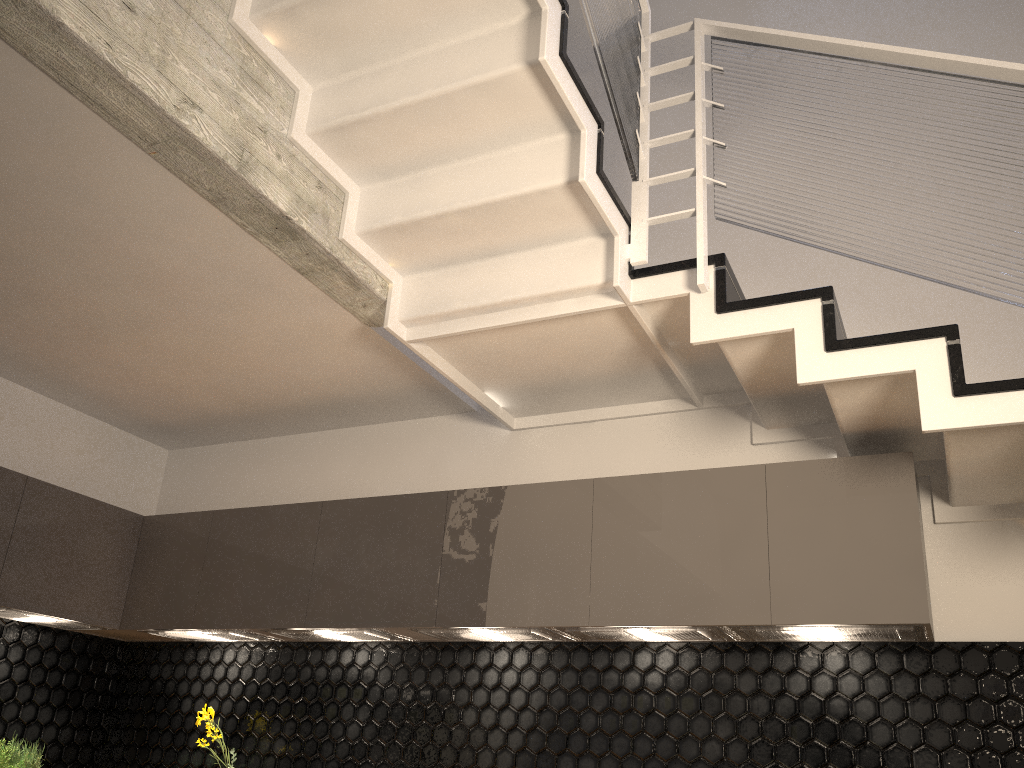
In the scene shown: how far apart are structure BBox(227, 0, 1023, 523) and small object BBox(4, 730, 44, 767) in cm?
234

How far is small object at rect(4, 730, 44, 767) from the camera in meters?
3.6

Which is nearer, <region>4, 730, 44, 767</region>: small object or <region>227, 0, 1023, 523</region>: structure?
<region>227, 0, 1023, 523</region>: structure

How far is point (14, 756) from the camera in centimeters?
360cm

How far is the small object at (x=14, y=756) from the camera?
3.60m

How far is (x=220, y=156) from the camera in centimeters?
240cm

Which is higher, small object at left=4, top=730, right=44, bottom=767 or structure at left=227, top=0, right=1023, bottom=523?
structure at left=227, top=0, right=1023, bottom=523

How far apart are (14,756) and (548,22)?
3.5 meters

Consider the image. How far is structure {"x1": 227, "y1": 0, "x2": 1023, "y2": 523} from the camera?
2.4m
